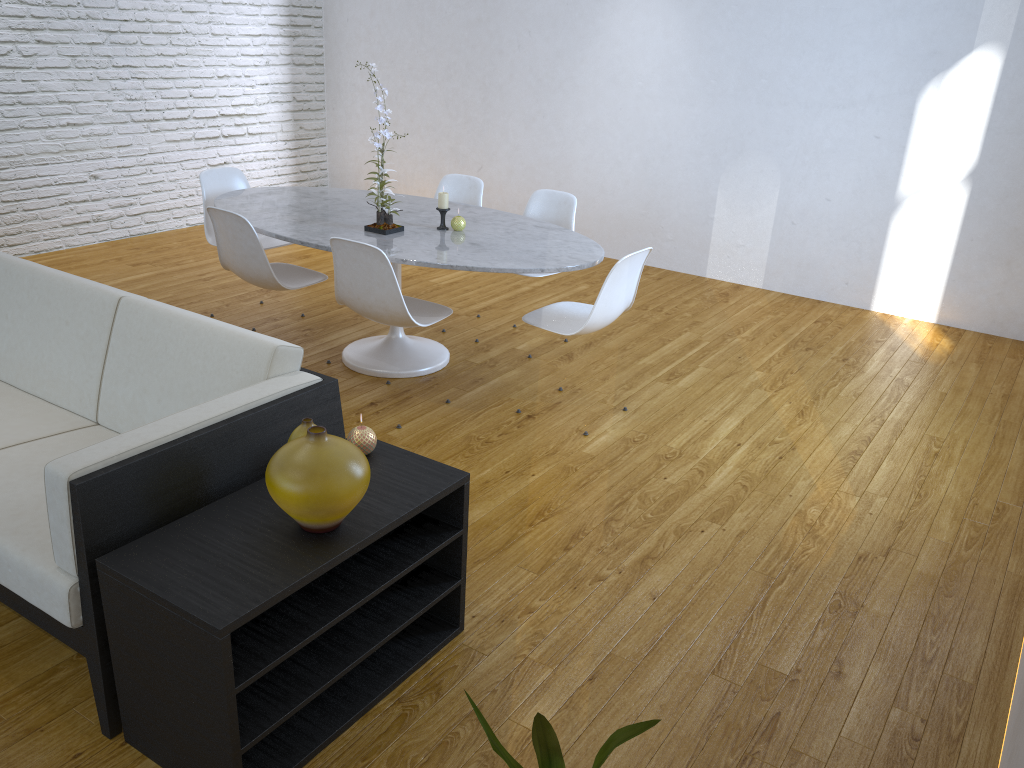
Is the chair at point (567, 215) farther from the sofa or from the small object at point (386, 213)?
the sofa

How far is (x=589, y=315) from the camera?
3.20m

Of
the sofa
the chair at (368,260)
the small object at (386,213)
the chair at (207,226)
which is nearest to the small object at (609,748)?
the sofa

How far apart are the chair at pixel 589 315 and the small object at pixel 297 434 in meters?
1.5 m

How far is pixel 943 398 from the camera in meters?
3.9

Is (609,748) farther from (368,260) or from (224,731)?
(368,260)

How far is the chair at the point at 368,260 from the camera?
3.1m

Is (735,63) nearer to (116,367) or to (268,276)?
(268,276)

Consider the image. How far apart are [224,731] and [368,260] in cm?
186

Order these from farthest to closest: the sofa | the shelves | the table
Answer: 1. the table
2. the sofa
3. the shelves
